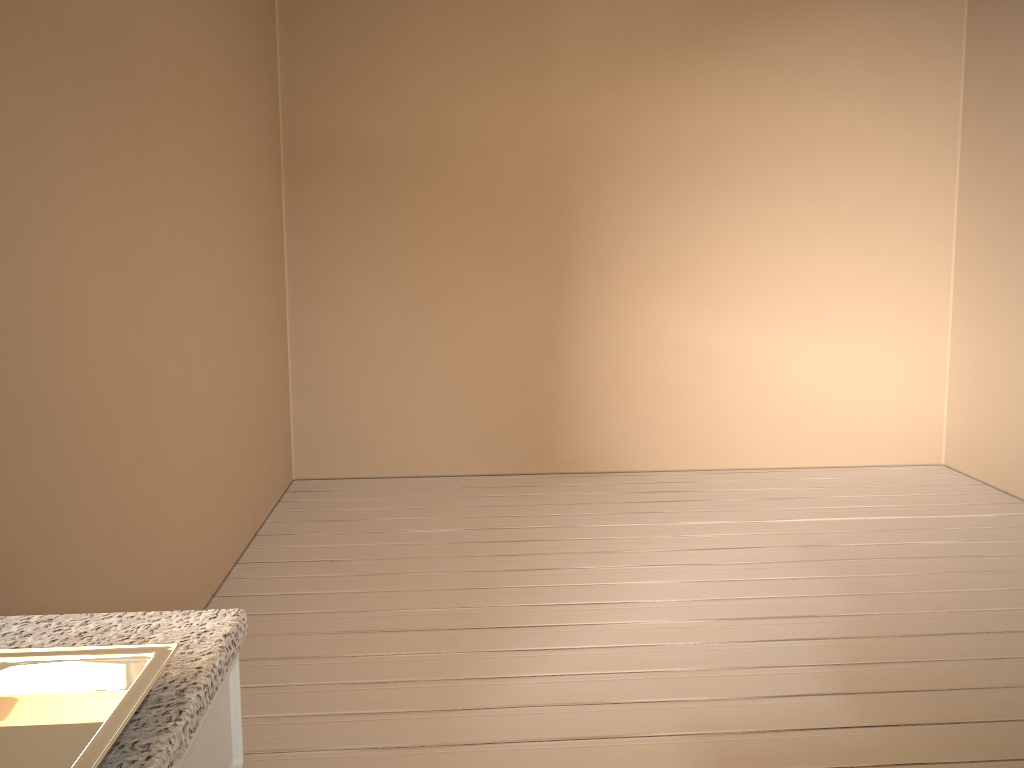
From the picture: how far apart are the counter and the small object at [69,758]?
0.0 meters

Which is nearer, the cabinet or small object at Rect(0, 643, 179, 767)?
small object at Rect(0, 643, 179, 767)

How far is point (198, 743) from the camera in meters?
0.7 m

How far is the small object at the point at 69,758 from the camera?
0.6 meters

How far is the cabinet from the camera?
0.7m

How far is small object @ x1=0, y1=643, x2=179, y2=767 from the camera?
0.62m

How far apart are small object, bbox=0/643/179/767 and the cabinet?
0.1 meters

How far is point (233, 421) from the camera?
3.23m

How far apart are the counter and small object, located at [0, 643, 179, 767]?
0.02m

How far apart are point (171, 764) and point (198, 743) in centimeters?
10cm
